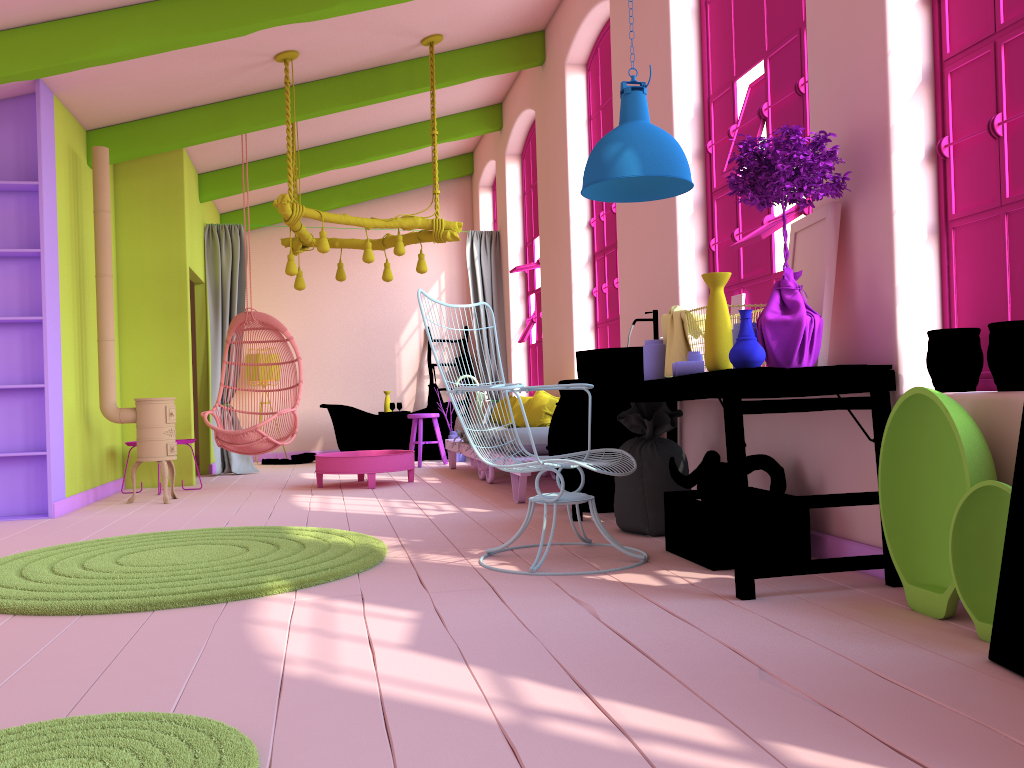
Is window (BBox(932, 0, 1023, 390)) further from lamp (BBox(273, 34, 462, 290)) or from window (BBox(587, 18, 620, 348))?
lamp (BBox(273, 34, 462, 290))

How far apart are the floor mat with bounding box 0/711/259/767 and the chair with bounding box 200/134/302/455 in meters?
5.8 m

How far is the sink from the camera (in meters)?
4.55

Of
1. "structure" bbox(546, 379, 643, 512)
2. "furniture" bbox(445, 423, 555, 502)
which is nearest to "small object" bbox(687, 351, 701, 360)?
"structure" bbox(546, 379, 643, 512)

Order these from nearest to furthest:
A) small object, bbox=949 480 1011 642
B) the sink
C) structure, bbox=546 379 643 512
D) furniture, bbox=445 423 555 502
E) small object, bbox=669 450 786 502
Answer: small object, bbox=949 480 1011 642
small object, bbox=669 450 786 502
the sink
structure, bbox=546 379 643 512
furniture, bbox=445 423 555 502

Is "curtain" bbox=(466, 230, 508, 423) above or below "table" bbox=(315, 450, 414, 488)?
above

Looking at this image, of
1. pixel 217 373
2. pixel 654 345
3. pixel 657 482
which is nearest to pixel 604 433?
pixel 657 482

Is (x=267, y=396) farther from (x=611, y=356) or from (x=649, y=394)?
(x=649, y=394)

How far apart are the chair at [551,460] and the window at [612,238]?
2.7 meters

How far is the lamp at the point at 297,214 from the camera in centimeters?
698cm
